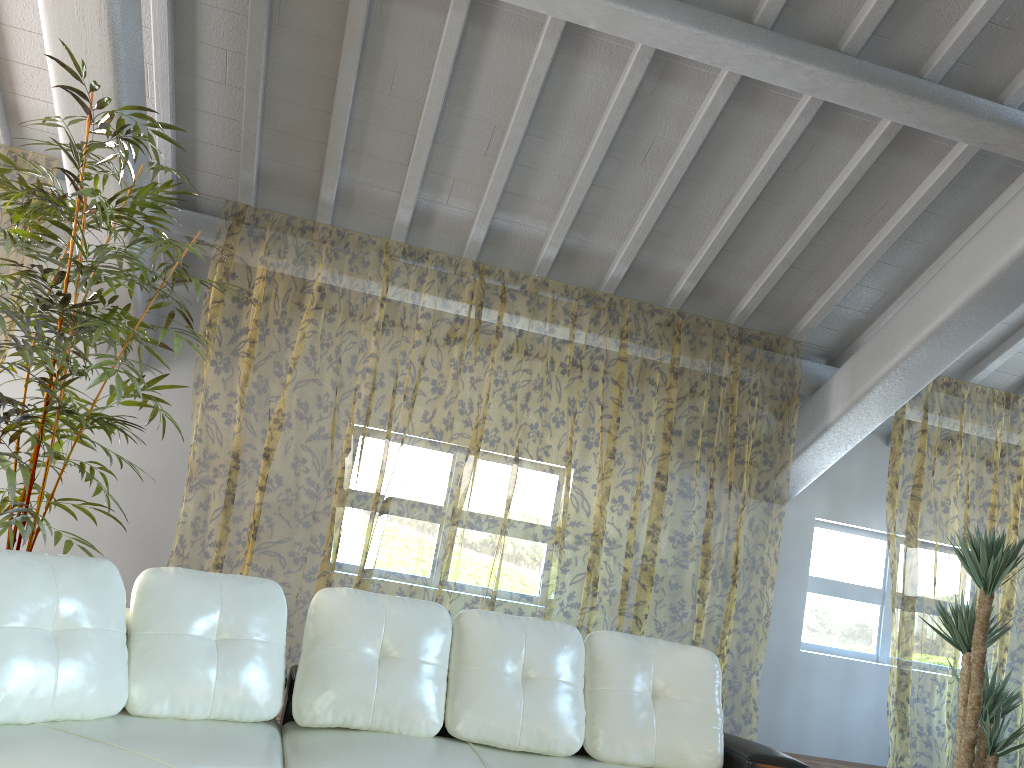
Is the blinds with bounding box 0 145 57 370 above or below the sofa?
above

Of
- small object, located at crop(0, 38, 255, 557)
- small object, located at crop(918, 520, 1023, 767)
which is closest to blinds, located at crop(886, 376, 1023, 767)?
small object, located at crop(918, 520, 1023, 767)

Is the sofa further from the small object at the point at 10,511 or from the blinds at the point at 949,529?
→ the blinds at the point at 949,529

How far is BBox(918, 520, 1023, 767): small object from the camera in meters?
4.2 m

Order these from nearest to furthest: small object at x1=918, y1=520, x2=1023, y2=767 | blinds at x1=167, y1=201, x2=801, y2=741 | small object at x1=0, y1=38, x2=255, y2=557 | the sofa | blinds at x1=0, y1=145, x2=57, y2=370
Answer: the sofa, small object at x1=0, y1=38, x2=255, y2=557, small object at x1=918, y1=520, x2=1023, y2=767, blinds at x1=167, y1=201, x2=801, y2=741, blinds at x1=0, y1=145, x2=57, y2=370

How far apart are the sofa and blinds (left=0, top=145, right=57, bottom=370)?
5.0m

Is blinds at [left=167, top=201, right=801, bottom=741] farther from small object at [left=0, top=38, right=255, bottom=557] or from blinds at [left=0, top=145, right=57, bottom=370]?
blinds at [left=0, top=145, right=57, bottom=370]

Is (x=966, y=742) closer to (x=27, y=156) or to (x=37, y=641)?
(x=37, y=641)

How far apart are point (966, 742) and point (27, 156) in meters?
11.7 m

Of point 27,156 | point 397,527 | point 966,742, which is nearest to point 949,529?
point 397,527
